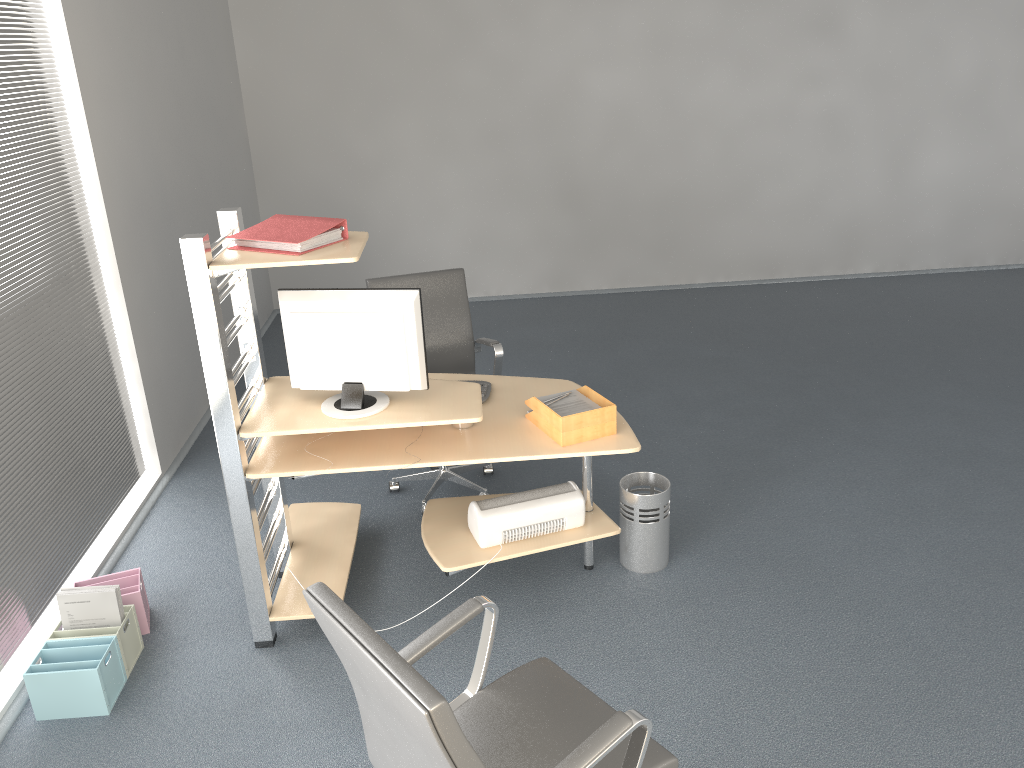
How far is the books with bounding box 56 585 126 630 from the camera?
3.2 meters

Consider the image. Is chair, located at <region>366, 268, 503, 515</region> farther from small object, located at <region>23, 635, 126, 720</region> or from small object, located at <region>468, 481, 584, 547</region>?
small object, located at <region>23, 635, 126, 720</region>

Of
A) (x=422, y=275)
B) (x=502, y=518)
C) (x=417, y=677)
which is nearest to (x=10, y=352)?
(x=422, y=275)

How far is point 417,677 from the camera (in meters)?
1.59

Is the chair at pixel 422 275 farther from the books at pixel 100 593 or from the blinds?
the books at pixel 100 593

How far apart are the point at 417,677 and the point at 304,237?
1.76m

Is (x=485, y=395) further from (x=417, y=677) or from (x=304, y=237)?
(x=417, y=677)

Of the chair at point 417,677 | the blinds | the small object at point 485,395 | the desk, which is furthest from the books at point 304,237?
the chair at point 417,677

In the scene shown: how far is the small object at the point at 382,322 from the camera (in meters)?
3.08

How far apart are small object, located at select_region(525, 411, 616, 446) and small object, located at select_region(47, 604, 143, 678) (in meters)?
1.65
